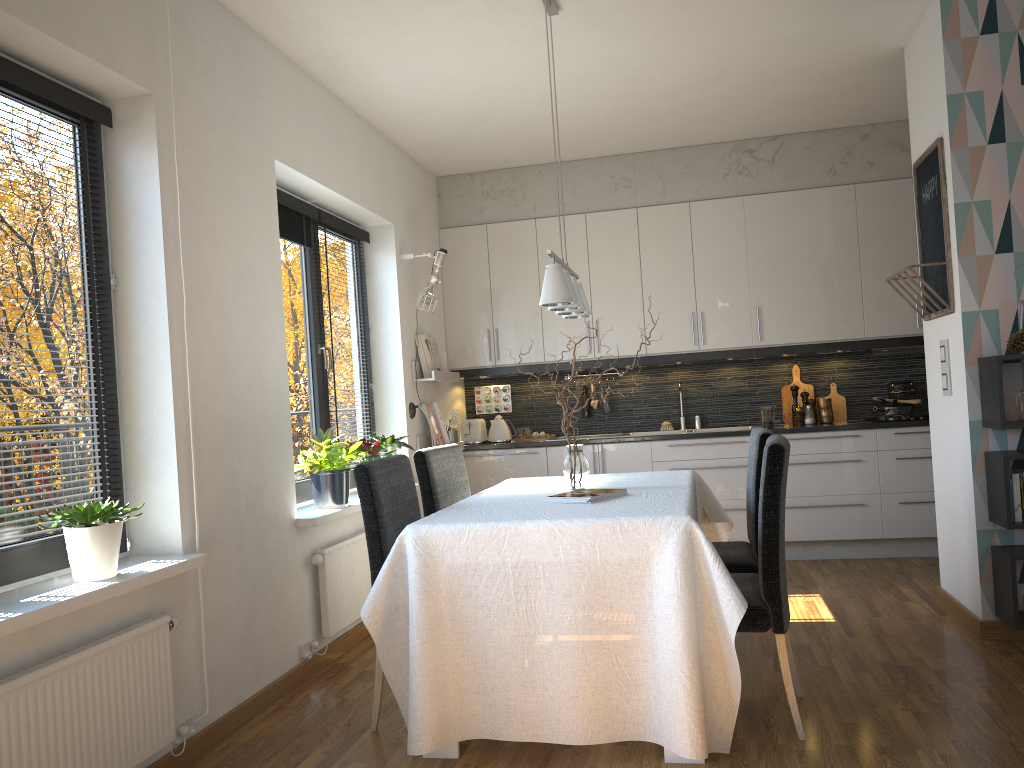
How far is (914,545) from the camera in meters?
5.6 m

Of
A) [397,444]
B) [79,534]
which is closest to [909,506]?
[397,444]

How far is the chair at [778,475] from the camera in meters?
2.8

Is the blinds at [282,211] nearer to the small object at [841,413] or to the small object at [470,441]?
the small object at [470,441]

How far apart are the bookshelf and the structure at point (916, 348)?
2.1 meters

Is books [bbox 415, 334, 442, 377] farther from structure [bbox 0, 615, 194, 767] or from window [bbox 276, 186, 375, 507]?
structure [bbox 0, 615, 194, 767]

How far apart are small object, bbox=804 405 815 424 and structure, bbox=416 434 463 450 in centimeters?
252cm

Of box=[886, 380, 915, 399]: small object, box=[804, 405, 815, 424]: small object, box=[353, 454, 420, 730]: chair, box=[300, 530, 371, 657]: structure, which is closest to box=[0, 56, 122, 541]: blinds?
box=[353, 454, 420, 730]: chair

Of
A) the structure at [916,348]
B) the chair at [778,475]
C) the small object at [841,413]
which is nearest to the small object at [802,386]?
the small object at [841,413]

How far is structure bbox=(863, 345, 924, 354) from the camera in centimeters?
577cm
